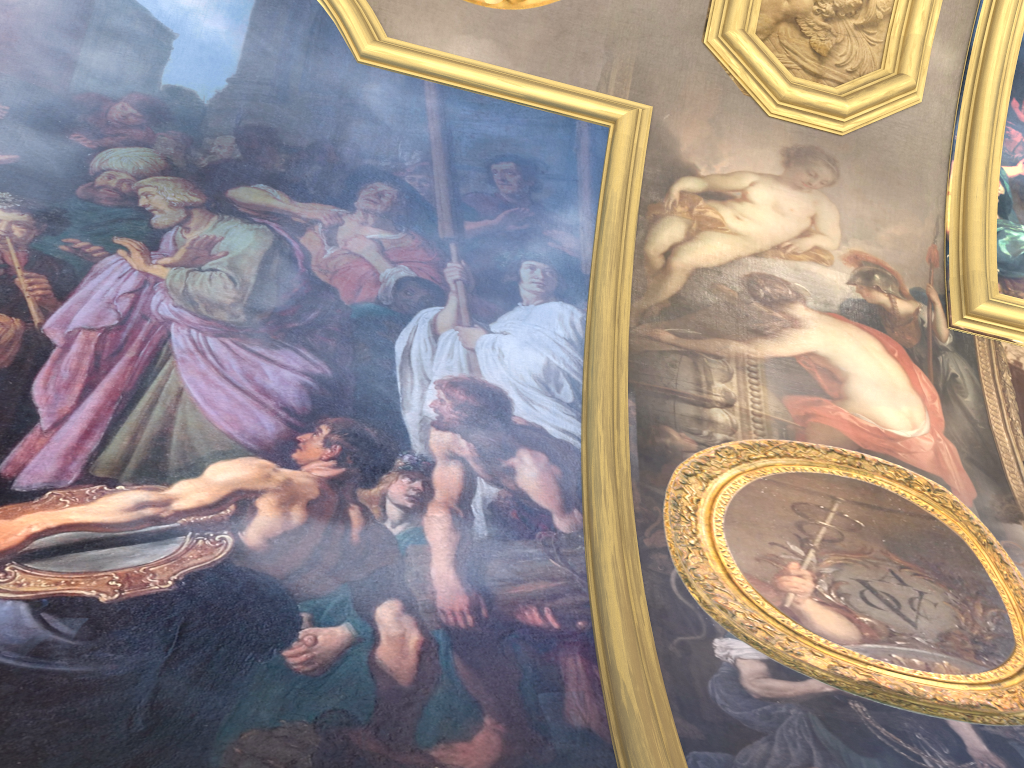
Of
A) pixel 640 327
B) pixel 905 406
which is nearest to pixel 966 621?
pixel 905 406
